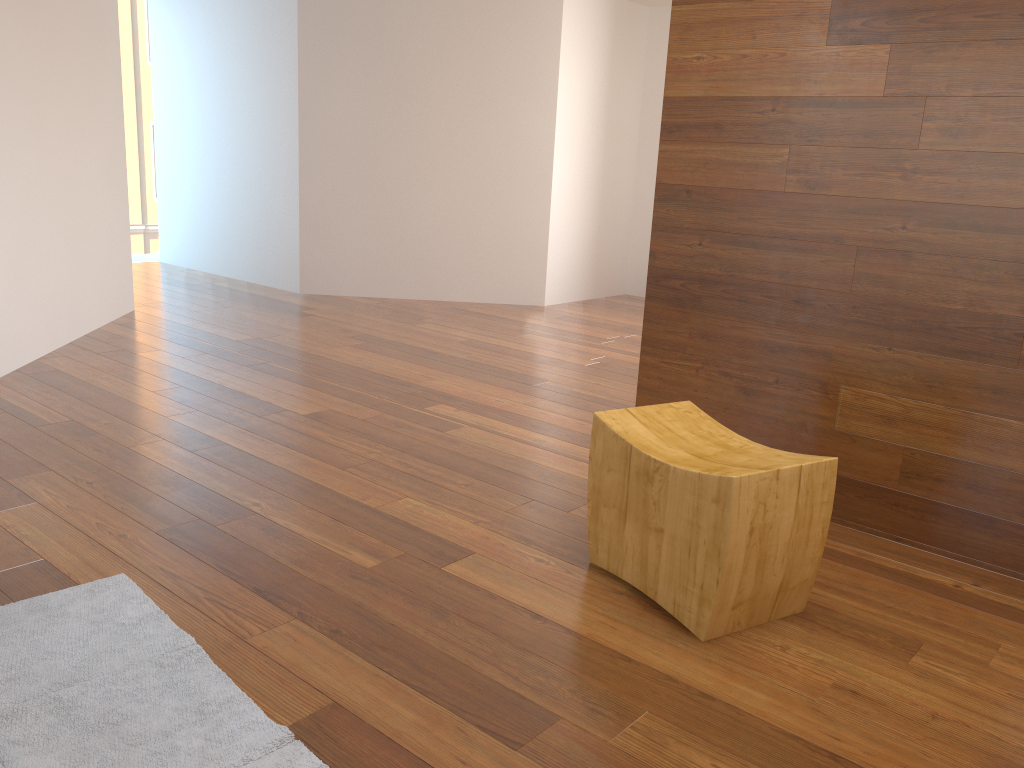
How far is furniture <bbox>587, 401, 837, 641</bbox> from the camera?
2.0 meters

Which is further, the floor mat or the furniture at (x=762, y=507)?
the furniture at (x=762, y=507)

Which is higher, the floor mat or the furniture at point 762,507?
the furniture at point 762,507

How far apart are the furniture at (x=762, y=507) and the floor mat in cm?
94

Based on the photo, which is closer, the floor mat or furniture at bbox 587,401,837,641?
the floor mat

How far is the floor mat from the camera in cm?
161

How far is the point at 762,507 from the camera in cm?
203

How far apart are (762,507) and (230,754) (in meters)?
1.23

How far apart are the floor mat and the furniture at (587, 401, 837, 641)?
0.9 meters

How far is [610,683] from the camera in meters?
1.9
